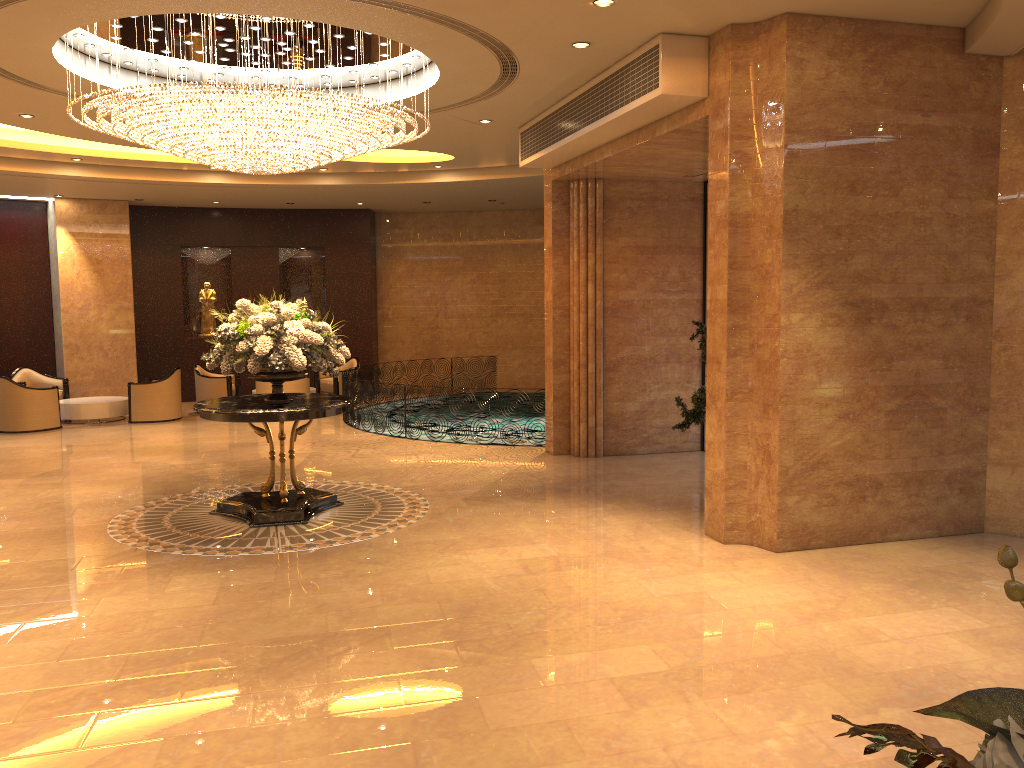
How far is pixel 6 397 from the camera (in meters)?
14.03

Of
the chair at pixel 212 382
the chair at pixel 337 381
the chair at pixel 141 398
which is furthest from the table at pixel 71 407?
the chair at pixel 337 381

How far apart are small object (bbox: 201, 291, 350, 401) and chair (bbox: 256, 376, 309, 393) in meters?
6.8

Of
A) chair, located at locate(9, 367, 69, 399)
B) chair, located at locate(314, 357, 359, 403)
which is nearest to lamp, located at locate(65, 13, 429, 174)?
chair, located at locate(314, 357, 359, 403)

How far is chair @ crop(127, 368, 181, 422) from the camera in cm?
1509

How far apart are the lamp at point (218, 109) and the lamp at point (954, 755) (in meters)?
6.91

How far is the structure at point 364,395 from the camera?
13.9m

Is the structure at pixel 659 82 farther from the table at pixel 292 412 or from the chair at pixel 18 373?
the chair at pixel 18 373

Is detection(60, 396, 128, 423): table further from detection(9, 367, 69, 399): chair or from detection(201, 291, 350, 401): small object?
detection(201, 291, 350, 401): small object

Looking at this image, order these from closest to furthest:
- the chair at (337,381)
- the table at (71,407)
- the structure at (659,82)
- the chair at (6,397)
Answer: the structure at (659,82), the chair at (6,397), the table at (71,407), the chair at (337,381)
